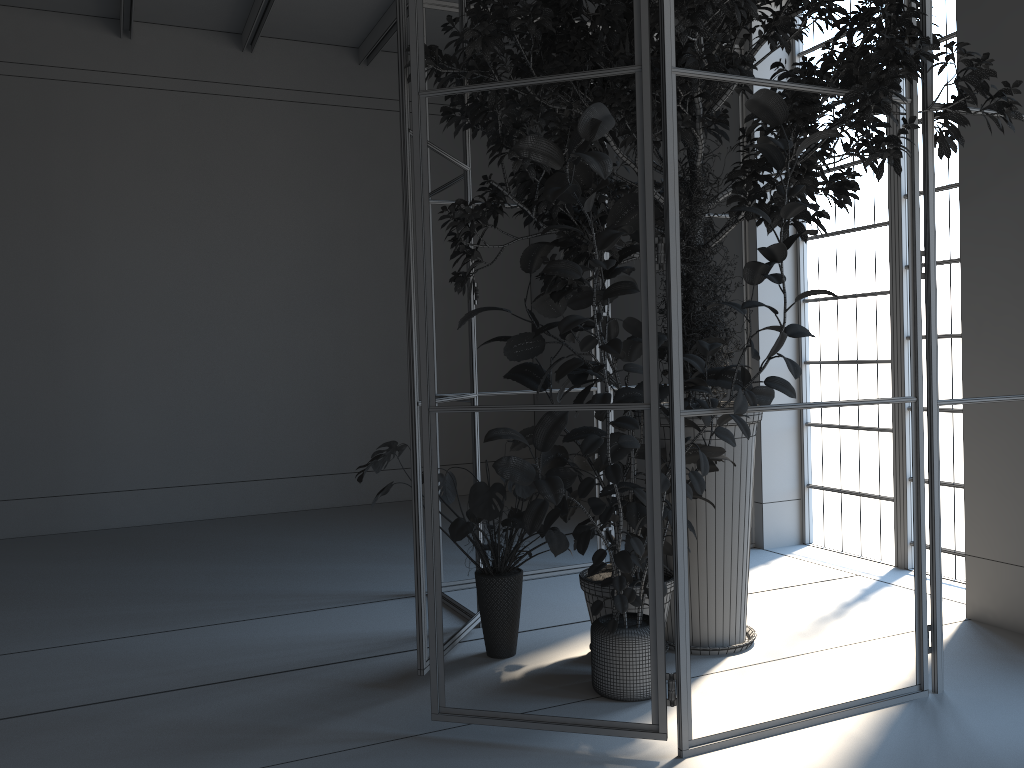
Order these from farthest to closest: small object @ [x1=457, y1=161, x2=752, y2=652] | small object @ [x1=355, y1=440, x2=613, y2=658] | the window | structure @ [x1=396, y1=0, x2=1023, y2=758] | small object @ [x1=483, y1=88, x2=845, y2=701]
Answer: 1. the window
2. small object @ [x1=457, y1=161, x2=752, y2=652]
3. small object @ [x1=355, y1=440, x2=613, y2=658]
4. structure @ [x1=396, y1=0, x2=1023, y2=758]
5. small object @ [x1=483, y1=88, x2=845, y2=701]

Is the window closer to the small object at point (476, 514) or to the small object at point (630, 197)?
the small object at point (630, 197)

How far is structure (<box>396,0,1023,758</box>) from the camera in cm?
288

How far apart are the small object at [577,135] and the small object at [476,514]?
0.2m

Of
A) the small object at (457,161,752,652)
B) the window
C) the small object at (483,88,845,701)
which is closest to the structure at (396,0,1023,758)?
the small object at (483,88,845,701)

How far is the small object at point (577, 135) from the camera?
2.8 meters

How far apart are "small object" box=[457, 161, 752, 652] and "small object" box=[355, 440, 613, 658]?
0.1 meters

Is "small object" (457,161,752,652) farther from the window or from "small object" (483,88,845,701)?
the window

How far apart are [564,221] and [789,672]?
2.1m

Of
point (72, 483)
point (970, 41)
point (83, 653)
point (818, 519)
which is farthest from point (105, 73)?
point (818, 519)
